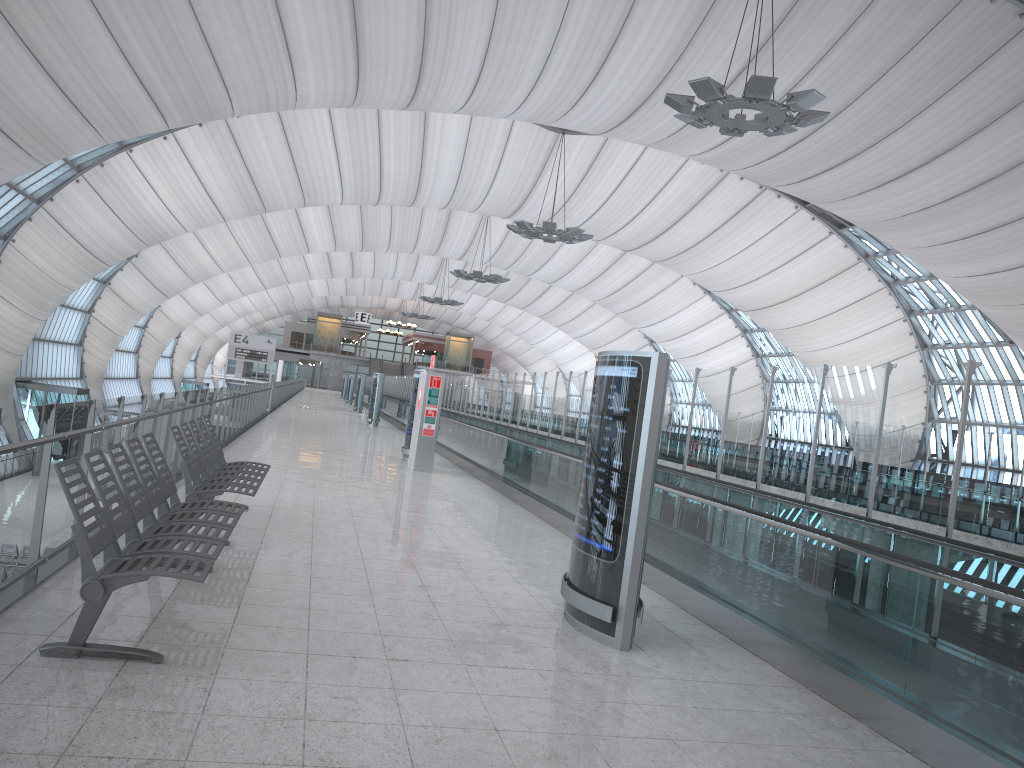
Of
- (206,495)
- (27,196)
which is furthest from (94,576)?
(27,196)

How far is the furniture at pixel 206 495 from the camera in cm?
693

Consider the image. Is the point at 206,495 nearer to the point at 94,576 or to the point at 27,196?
the point at 94,576

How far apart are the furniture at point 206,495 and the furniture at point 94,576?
0.6 meters

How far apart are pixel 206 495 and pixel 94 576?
3.0m

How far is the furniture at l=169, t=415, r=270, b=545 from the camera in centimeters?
693cm

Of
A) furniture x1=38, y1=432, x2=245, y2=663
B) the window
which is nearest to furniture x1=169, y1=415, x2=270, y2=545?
furniture x1=38, y1=432, x2=245, y2=663

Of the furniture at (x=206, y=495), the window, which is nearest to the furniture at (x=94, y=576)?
the furniture at (x=206, y=495)

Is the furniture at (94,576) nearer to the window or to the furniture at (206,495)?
the furniture at (206,495)

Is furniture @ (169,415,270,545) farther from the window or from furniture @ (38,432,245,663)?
the window
